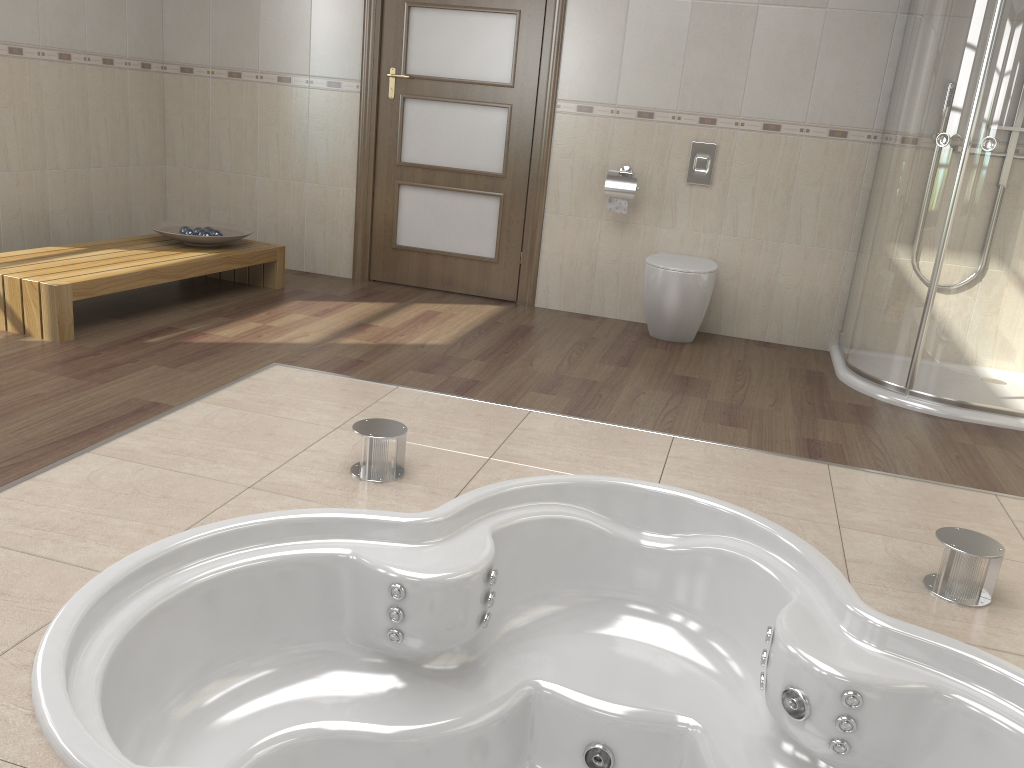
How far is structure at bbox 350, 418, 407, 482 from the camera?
2.38m

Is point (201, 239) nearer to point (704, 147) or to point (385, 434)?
point (385, 434)

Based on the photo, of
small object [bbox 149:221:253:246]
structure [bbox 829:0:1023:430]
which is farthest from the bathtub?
small object [bbox 149:221:253:246]

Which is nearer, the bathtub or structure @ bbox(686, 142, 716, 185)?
the bathtub

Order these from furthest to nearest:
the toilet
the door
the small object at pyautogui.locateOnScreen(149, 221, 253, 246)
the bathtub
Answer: the door
the small object at pyautogui.locateOnScreen(149, 221, 253, 246)
the toilet
the bathtub

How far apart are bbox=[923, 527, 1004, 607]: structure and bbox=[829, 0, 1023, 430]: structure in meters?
1.5 m

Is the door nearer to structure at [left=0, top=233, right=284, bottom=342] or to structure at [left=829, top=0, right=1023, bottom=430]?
structure at [left=0, top=233, right=284, bottom=342]

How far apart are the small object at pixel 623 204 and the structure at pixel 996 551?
2.6 meters

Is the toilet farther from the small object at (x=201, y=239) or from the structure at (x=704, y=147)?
the small object at (x=201, y=239)

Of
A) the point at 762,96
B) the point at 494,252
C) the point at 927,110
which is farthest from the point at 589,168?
the point at 927,110
